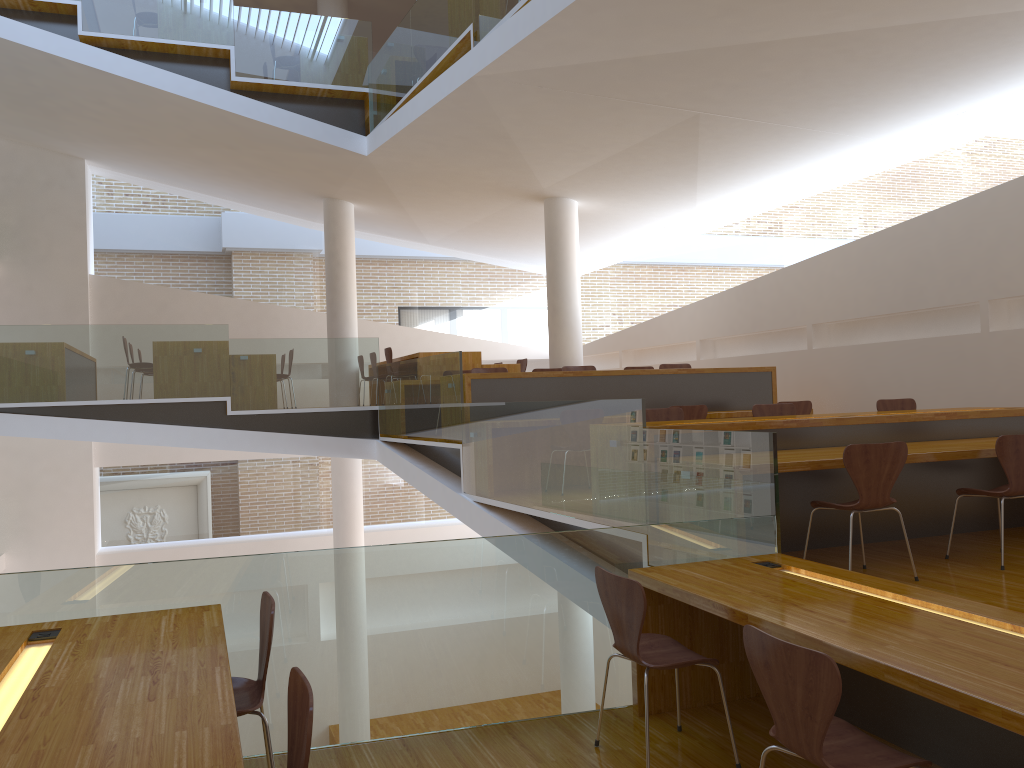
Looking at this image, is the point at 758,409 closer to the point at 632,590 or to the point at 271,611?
the point at 632,590

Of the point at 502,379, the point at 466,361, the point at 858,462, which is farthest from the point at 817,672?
the point at 466,361

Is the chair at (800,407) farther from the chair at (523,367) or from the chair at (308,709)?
the chair at (308,709)

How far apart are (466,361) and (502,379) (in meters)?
2.80

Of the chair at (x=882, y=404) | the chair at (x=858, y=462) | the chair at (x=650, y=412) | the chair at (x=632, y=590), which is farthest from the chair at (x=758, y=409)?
the chair at (x=632, y=590)

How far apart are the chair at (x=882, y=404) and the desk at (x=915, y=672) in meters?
3.5 m

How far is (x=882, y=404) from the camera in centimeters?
695cm

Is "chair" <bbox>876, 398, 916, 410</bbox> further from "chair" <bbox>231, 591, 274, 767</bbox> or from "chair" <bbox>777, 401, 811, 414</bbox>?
"chair" <bbox>231, 591, 274, 767</bbox>

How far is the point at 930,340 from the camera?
7.8 meters

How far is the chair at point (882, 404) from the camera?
7.0 meters
